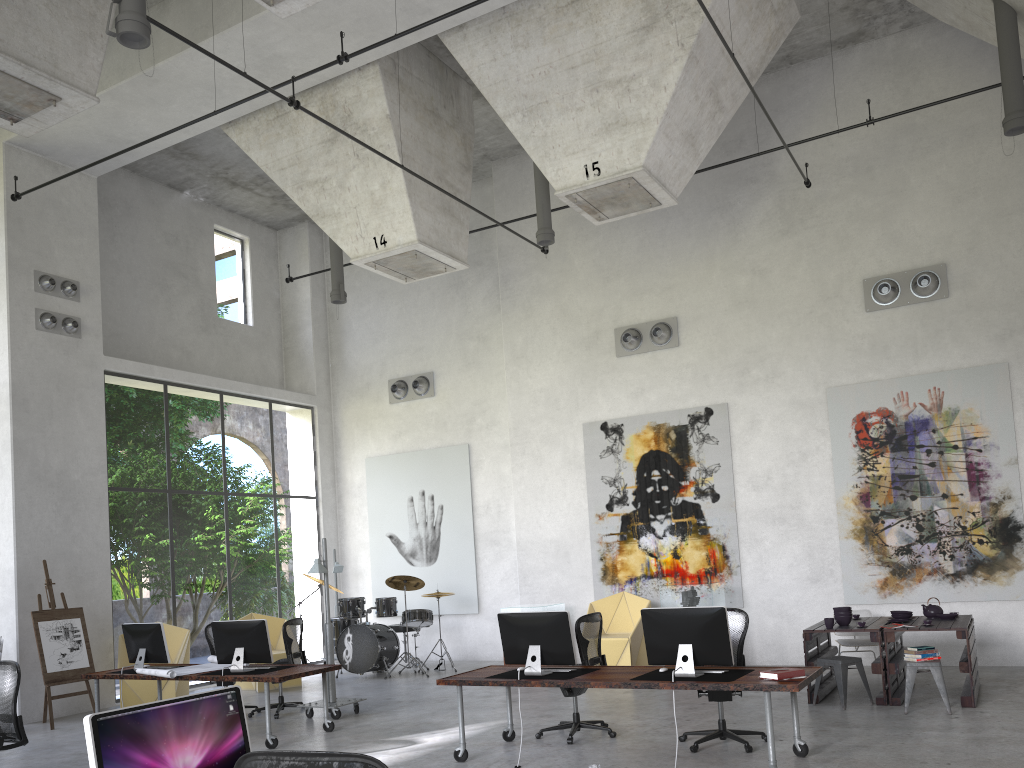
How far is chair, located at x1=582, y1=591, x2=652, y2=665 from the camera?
12.06m

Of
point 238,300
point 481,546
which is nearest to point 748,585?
point 481,546

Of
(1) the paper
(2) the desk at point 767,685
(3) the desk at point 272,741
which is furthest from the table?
(1) the paper

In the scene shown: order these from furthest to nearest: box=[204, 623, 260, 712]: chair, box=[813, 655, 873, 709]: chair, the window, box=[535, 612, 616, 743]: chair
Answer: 1. the window
2. box=[204, 623, 260, 712]: chair
3. box=[813, 655, 873, 709]: chair
4. box=[535, 612, 616, 743]: chair

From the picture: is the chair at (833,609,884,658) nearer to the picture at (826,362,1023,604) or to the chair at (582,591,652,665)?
the picture at (826,362,1023,604)

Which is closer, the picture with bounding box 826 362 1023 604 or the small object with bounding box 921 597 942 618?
the small object with bounding box 921 597 942 618

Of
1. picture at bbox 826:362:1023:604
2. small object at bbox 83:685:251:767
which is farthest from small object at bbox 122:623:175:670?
picture at bbox 826:362:1023:604

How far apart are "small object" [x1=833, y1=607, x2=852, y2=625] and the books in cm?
329

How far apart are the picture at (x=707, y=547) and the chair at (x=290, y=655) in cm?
477

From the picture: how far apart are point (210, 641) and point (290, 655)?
1.3m
